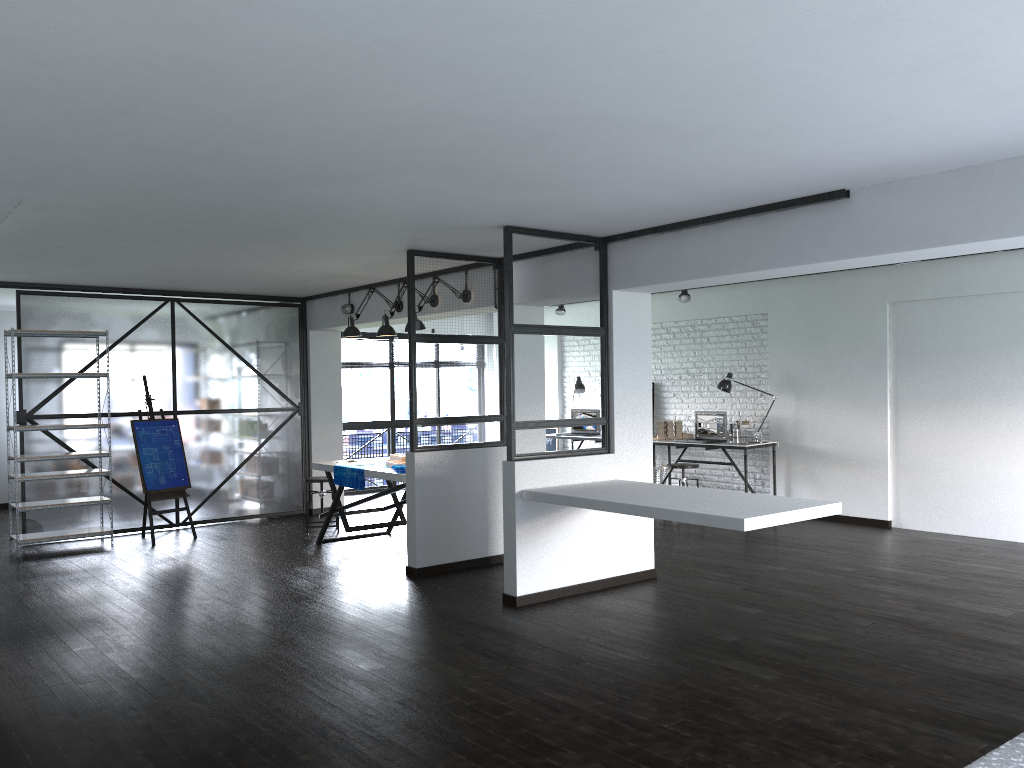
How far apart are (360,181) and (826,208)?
2.40m

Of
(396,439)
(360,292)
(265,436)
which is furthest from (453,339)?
(396,439)

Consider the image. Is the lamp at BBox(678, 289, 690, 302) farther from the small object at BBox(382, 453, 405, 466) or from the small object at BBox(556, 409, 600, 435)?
the small object at BBox(382, 453, 405, 466)

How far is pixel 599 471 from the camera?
5.8 meters

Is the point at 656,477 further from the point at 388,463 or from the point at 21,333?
the point at 21,333

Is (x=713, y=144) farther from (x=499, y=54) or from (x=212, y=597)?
(x=212, y=597)

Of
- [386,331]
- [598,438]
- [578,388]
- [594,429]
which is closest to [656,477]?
[598,438]

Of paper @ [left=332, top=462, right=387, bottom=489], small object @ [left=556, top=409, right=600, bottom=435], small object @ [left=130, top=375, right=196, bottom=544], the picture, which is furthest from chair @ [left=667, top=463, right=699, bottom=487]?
small object @ [left=130, top=375, right=196, bottom=544]

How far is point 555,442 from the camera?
11.5m

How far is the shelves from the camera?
7.2 meters
